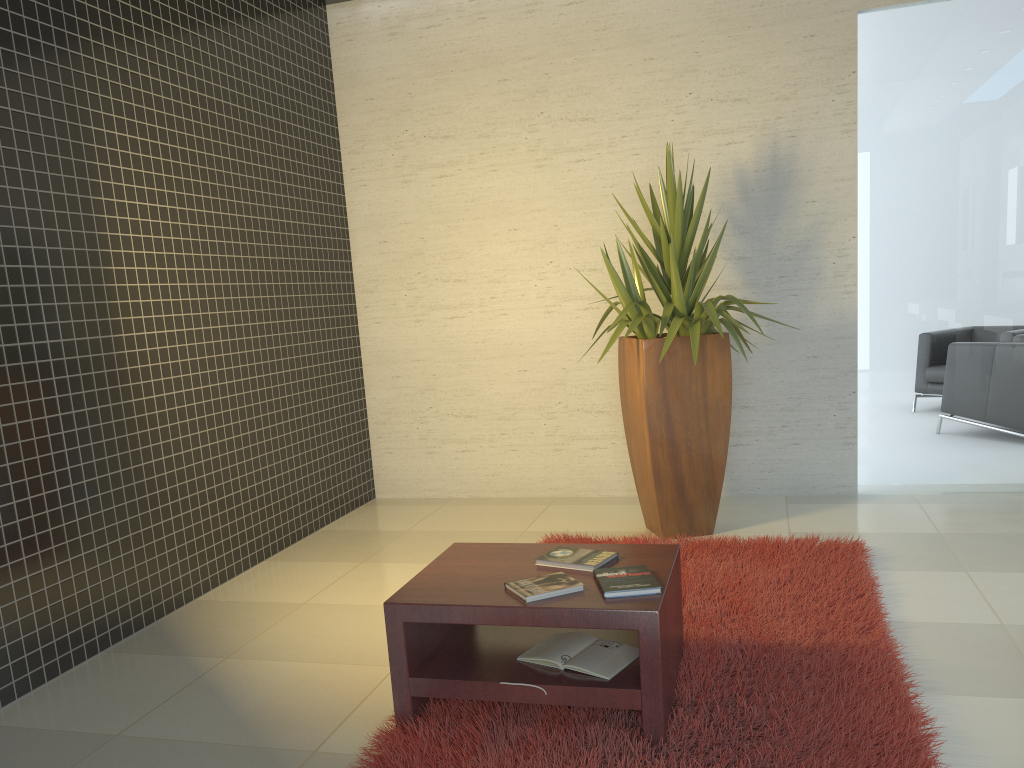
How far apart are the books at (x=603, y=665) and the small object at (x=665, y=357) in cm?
180

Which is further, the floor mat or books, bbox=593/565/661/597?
books, bbox=593/565/661/597

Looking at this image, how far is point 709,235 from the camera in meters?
5.5 m

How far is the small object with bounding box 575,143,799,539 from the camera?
4.57m

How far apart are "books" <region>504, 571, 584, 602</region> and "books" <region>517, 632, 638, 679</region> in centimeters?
22cm

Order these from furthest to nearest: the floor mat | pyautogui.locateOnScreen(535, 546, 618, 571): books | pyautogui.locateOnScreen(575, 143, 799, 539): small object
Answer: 1. pyautogui.locateOnScreen(575, 143, 799, 539): small object
2. pyautogui.locateOnScreen(535, 546, 618, 571): books
3. the floor mat

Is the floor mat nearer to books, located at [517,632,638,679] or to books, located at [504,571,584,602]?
books, located at [517,632,638,679]

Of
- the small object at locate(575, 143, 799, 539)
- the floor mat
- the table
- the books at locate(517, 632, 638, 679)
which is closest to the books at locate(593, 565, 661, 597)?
the table

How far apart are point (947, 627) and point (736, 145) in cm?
317

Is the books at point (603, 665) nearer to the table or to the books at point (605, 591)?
the table
